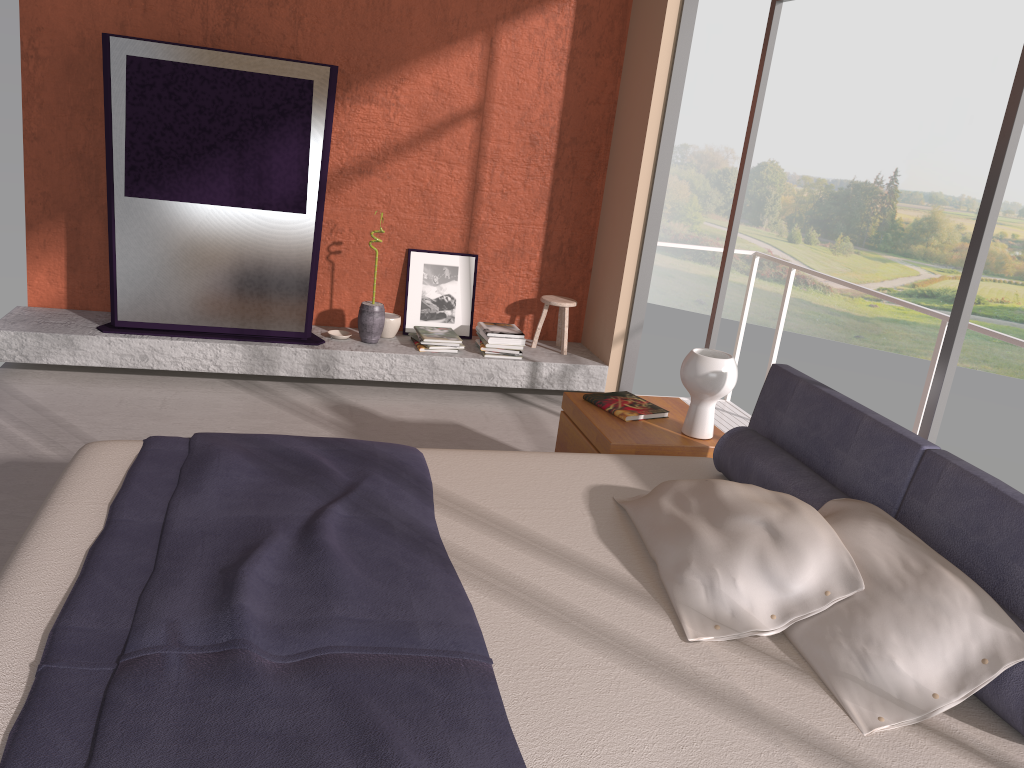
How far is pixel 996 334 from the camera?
3.7 meters

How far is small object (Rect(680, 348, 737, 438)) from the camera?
3.4 meters

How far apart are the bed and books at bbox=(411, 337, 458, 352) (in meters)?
2.42

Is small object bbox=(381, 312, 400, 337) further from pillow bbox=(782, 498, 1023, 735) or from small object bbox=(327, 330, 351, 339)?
pillow bbox=(782, 498, 1023, 735)

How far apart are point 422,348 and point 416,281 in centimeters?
55cm

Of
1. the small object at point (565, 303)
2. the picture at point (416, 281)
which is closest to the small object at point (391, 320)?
the picture at point (416, 281)

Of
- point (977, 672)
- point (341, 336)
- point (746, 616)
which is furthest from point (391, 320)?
point (977, 672)

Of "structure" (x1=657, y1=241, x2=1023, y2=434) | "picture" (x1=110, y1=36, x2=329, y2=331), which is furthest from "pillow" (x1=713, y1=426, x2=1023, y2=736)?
"picture" (x1=110, y1=36, x2=329, y2=331)

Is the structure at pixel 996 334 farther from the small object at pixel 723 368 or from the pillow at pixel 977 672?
the pillow at pixel 977 672

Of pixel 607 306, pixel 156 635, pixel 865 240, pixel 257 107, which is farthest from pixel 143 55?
pixel 865 240
